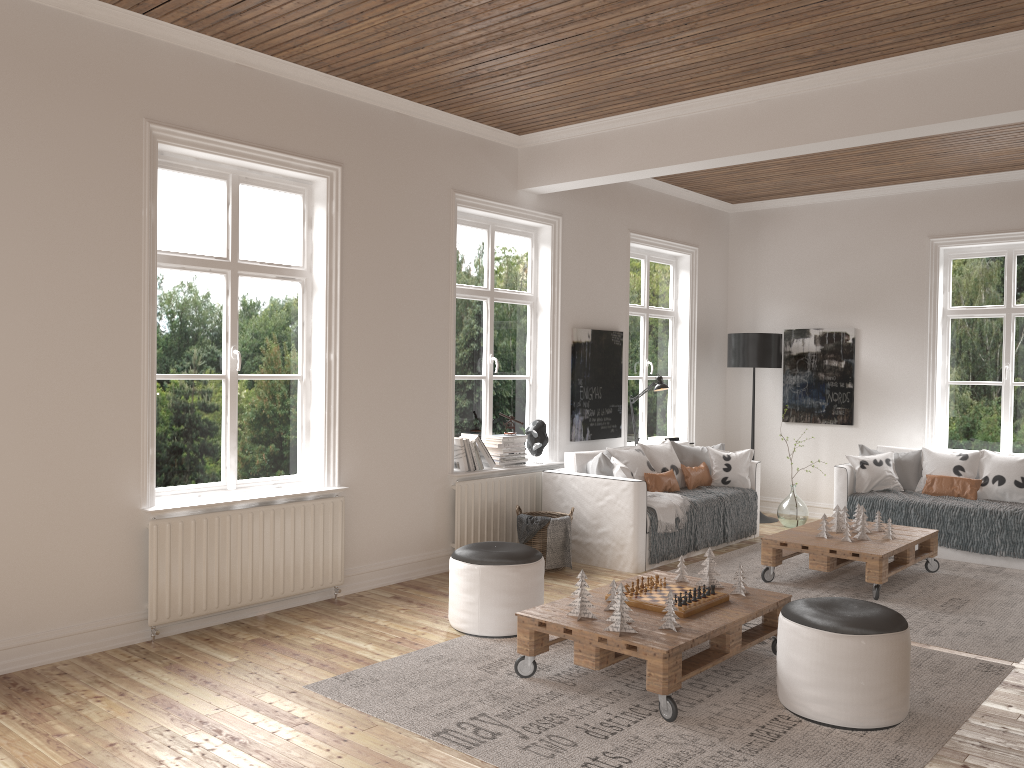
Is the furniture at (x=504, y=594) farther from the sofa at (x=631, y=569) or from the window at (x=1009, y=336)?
the window at (x=1009, y=336)

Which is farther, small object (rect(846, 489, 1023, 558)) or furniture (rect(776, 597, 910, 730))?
small object (rect(846, 489, 1023, 558))

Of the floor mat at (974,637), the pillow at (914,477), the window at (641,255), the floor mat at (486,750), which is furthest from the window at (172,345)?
the pillow at (914,477)

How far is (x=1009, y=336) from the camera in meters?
7.6 m

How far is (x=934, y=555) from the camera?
6.2m

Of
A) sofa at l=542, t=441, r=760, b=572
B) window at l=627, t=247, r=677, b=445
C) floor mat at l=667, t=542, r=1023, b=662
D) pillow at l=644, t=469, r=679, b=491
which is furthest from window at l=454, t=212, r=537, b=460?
floor mat at l=667, t=542, r=1023, b=662

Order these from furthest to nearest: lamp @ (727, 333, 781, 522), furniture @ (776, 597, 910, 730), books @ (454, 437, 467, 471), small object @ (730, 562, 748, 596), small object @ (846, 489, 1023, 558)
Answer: lamp @ (727, 333, 781, 522) < small object @ (846, 489, 1023, 558) < books @ (454, 437, 467, 471) < small object @ (730, 562, 748, 596) < furniture @ (776, 597, 910, 730)

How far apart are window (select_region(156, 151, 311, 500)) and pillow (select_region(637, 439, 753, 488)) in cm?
296

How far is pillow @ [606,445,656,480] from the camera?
6.28m

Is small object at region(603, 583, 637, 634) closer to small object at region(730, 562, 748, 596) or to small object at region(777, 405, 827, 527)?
small object at region(730, 562, 748, 596)
